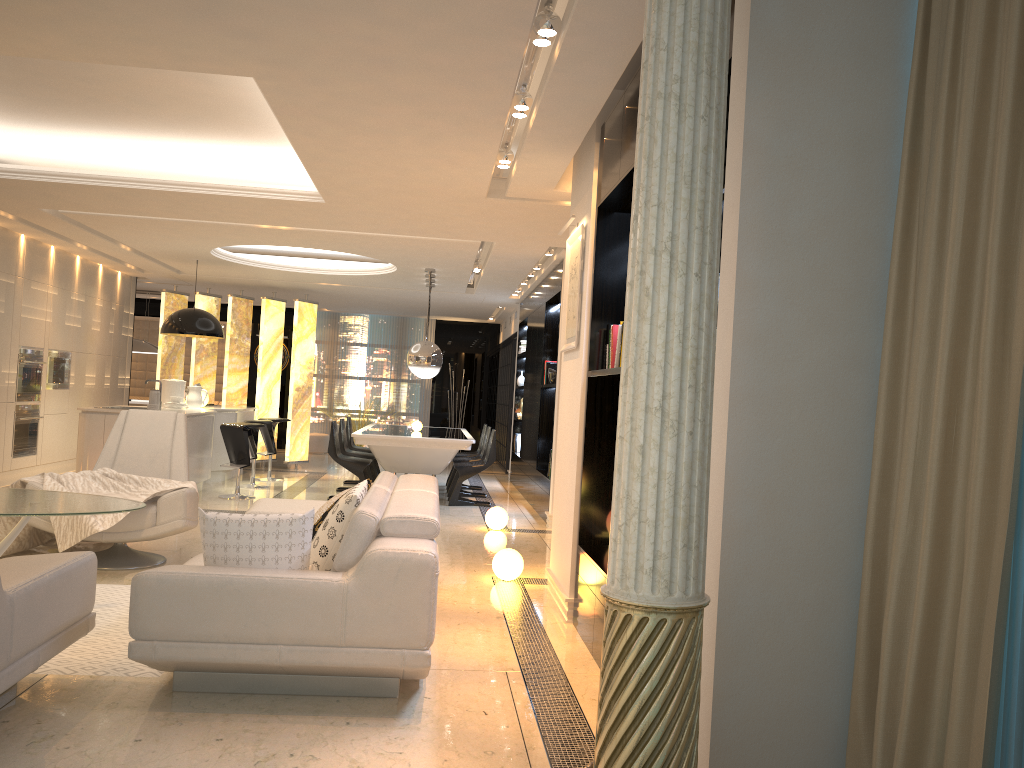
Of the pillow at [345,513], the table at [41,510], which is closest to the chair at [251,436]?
the table at [41,510]

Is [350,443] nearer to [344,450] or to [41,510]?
[344,450]

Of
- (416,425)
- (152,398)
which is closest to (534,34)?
(152,398)

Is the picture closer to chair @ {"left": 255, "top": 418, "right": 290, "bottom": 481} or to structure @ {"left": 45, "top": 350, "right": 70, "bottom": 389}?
chair @ {"left": 255, "top": 418, "right": 290, "bottom": 481}

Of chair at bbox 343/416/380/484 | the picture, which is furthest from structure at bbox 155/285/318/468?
the picture

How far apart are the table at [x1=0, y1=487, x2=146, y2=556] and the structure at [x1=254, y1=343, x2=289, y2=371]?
12.13m

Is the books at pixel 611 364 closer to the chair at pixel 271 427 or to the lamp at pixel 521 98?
the lamp at pixel 521 98

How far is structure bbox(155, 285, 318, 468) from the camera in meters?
12.7 m

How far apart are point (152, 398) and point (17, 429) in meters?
1.8

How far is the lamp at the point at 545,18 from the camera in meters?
3.4
